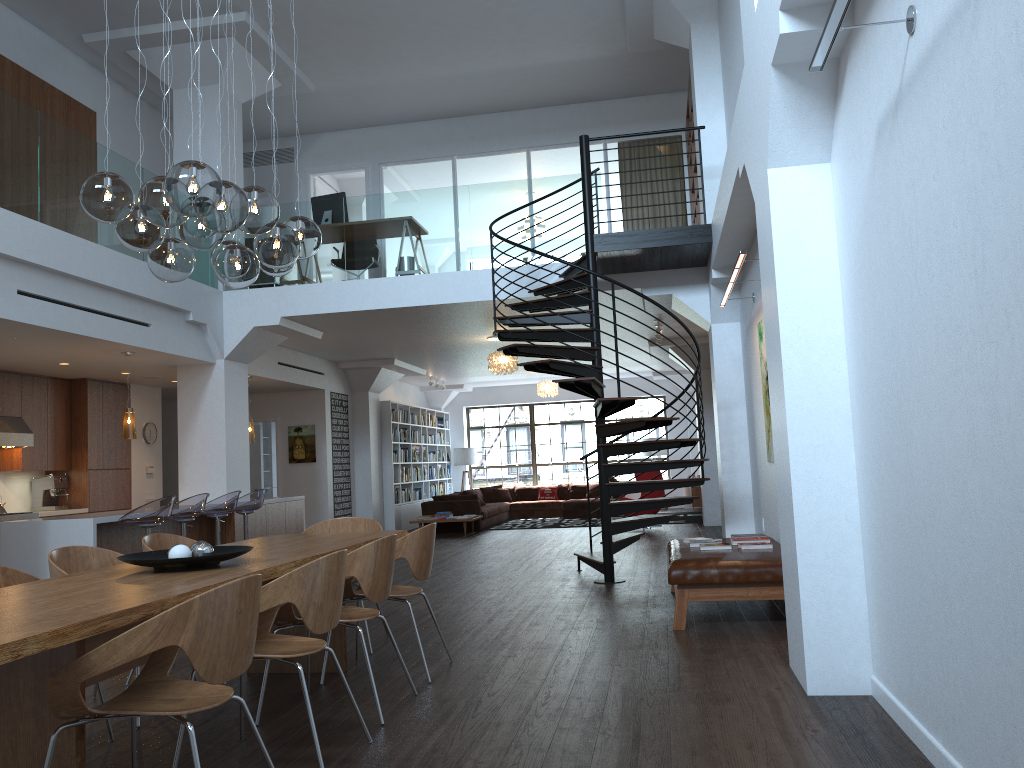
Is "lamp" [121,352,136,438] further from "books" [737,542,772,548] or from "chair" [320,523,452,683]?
"books" [737,542,772,548]

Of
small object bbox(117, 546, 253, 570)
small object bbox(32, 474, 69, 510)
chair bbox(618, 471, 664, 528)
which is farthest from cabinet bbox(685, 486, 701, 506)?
small object bbox(117, 546, 253, 570)

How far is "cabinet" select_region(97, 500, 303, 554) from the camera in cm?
839

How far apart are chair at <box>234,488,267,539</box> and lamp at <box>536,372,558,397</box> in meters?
8.6 m

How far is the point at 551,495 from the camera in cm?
1916

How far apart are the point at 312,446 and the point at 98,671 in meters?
11.8

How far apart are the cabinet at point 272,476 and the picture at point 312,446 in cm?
233

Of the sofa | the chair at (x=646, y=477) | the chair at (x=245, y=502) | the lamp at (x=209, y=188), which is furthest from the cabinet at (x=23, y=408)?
the chair at (x=646, y=477)

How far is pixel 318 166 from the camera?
13.5m

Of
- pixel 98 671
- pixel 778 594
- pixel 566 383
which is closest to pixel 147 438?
pixel 566 383
